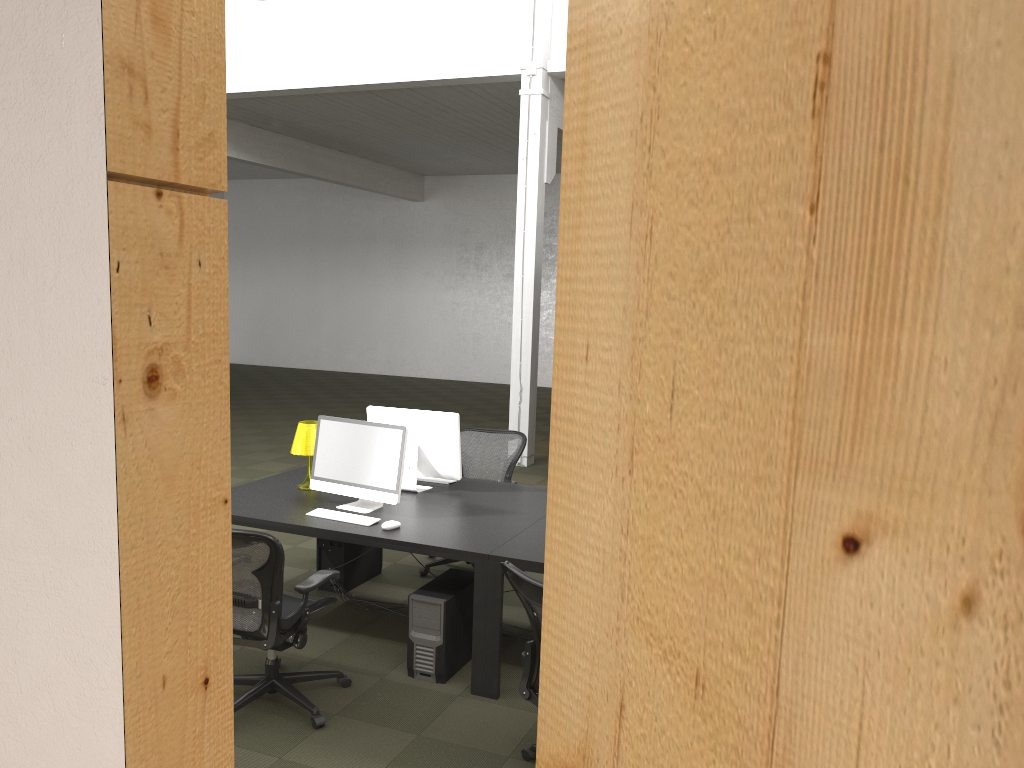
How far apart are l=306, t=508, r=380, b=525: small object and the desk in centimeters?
4cm

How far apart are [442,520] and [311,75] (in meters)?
8.23

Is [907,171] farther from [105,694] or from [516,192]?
[516,192]

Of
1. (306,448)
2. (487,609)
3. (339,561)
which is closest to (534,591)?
(487,609)

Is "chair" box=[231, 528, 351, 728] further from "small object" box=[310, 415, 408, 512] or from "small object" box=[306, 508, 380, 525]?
"small object" box=[310, 415, 408, 512]

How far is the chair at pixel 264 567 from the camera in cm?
390

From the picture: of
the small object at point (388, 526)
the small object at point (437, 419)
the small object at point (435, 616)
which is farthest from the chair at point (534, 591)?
the small object at point (437, 419)

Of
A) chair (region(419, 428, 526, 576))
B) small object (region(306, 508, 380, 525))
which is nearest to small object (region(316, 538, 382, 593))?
chair (region(419, 428, 526, 576))

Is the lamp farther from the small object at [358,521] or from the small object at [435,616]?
the small object at [435,616]

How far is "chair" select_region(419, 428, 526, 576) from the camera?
6.63m
